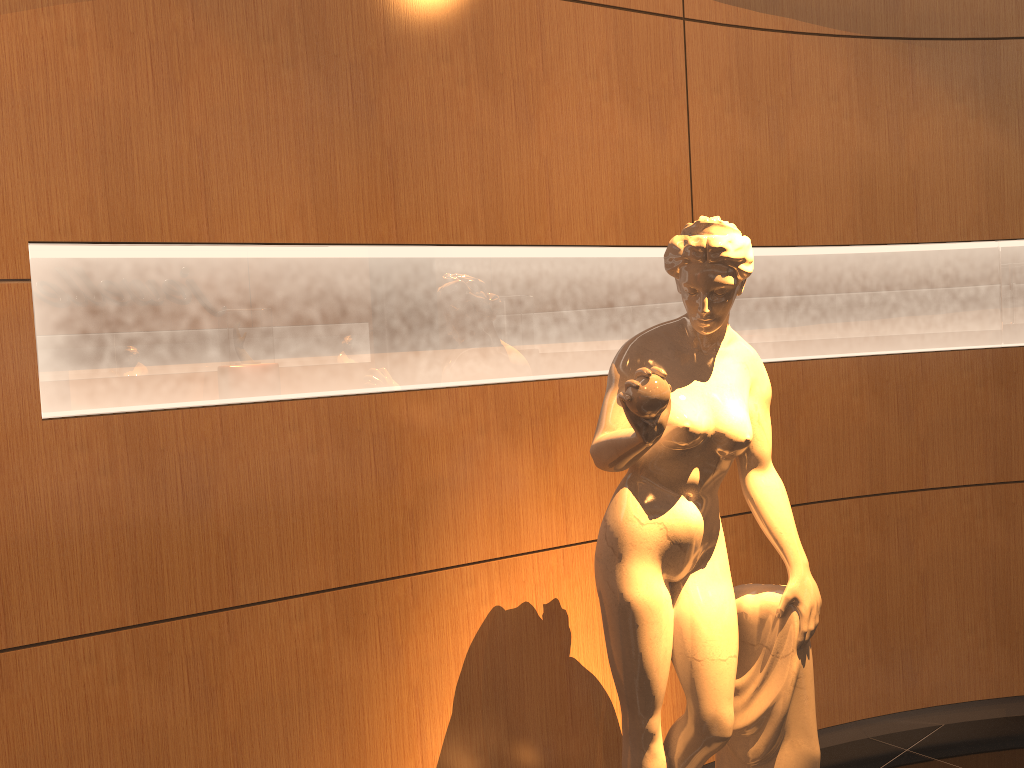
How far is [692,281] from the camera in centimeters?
206cm

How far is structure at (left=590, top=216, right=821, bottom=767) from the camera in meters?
2.1

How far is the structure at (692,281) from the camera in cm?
206
